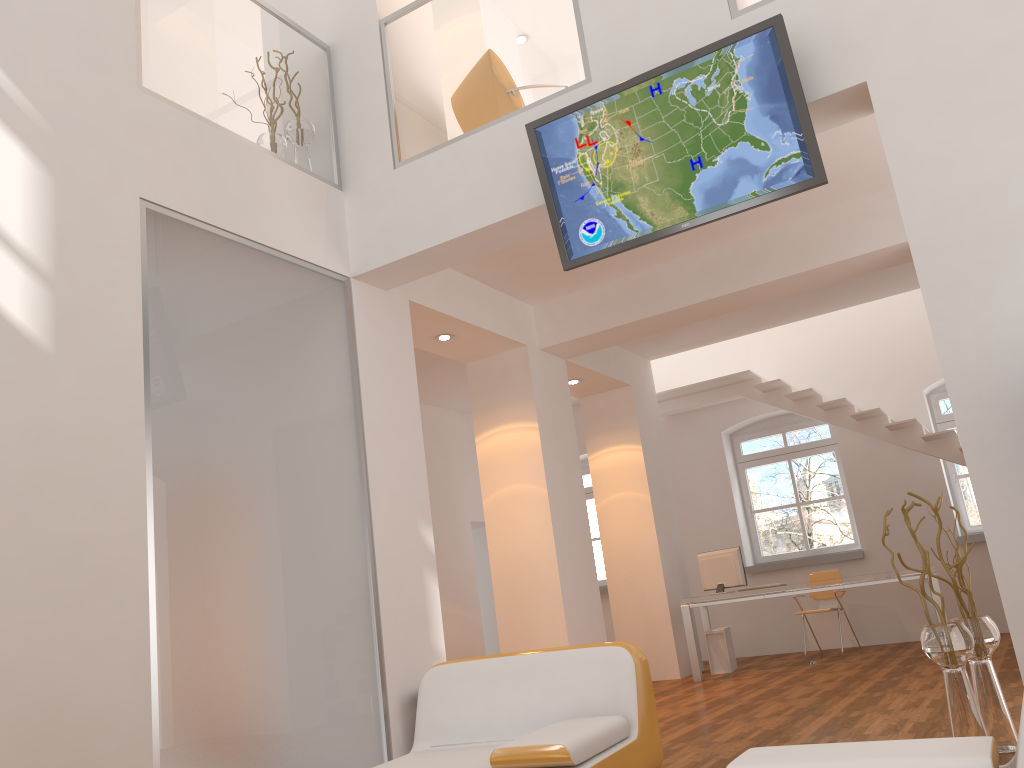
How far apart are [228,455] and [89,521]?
0.85m

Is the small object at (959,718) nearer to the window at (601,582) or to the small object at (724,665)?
the small object at (724,665)

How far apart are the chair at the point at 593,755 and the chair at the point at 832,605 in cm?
652

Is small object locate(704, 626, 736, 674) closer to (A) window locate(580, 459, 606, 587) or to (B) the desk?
(B) the desk

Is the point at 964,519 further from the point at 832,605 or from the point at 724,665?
the point at 724,665

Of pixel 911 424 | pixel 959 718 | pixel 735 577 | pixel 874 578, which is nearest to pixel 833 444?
pixel 911 424

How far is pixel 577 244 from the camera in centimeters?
471cm

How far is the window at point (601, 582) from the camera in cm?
1169

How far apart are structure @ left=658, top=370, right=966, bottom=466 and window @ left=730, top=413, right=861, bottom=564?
0.7m

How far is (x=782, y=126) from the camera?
4.2m
